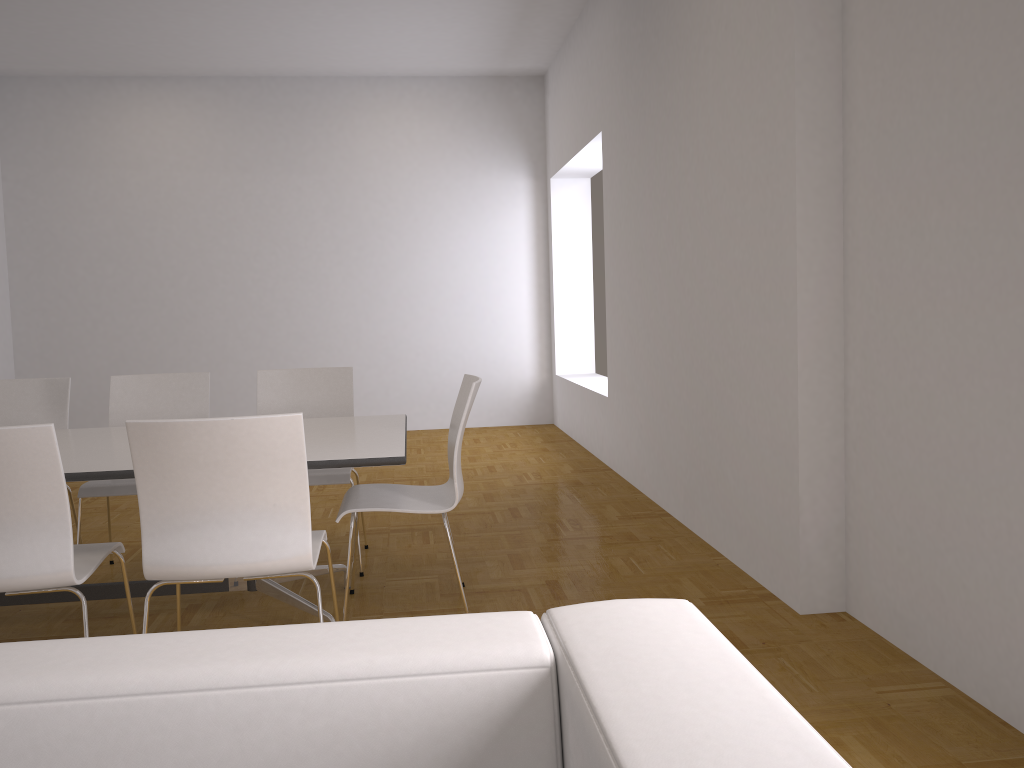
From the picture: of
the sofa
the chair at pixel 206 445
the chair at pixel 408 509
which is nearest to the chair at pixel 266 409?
the chair at pixel 408 509

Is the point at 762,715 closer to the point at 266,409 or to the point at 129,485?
the point at 129,485

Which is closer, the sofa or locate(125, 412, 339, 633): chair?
the sofa

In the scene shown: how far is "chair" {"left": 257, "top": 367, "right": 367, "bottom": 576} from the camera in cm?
440

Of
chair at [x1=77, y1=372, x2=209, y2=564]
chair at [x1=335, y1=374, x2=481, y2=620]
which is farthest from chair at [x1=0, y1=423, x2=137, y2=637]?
chair at [x1=77, y1=372, x2=209, y2=564]

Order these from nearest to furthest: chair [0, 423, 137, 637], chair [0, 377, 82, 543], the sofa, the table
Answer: the sofa < chair [0, 423, 137, 637] < the table < chair [0, 377, 82, 543]

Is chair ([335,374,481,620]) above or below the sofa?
below

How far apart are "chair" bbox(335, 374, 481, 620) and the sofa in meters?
2.3

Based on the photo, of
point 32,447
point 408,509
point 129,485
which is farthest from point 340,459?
point 129,485

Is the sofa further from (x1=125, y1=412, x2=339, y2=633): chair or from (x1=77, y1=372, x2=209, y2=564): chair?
(x1=77, y1=372, x2=209, y2=564): chair
